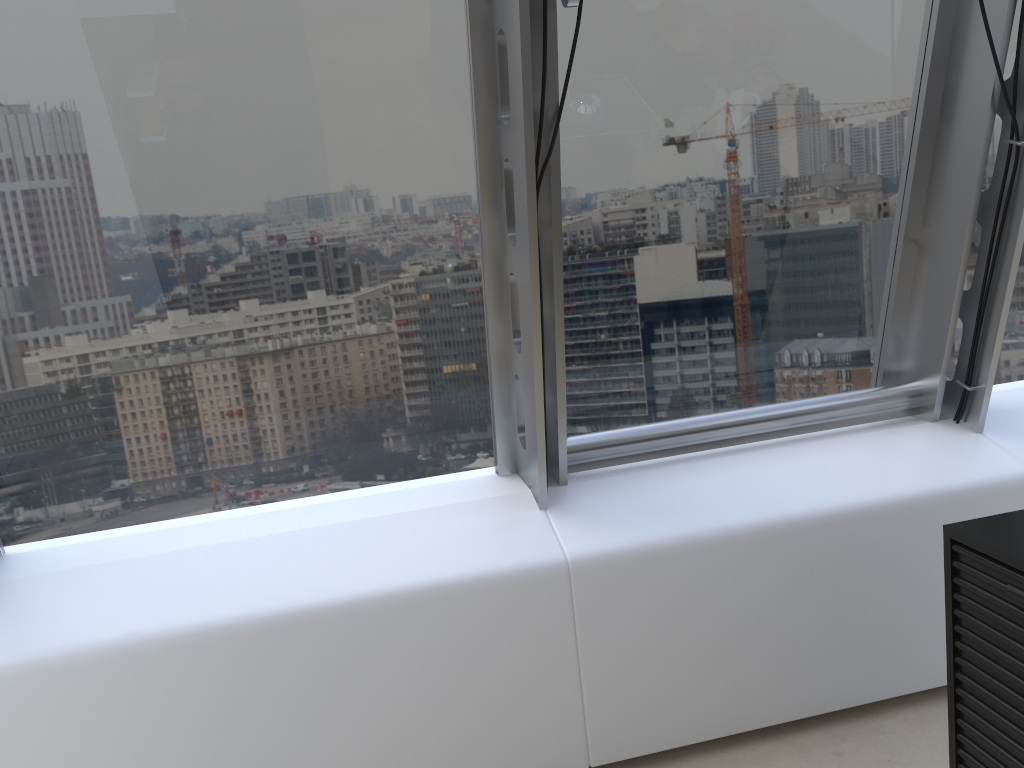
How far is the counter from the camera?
1.5m

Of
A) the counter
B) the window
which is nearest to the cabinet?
the counter

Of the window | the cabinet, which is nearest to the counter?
the cabinet

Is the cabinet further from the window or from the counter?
the window

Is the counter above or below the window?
below

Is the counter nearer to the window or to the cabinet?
the cabinet

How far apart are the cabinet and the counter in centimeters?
1cm

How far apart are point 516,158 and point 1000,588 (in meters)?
1.33

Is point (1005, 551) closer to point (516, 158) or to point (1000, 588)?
point (1000, 588)

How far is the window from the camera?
2.1 meters
